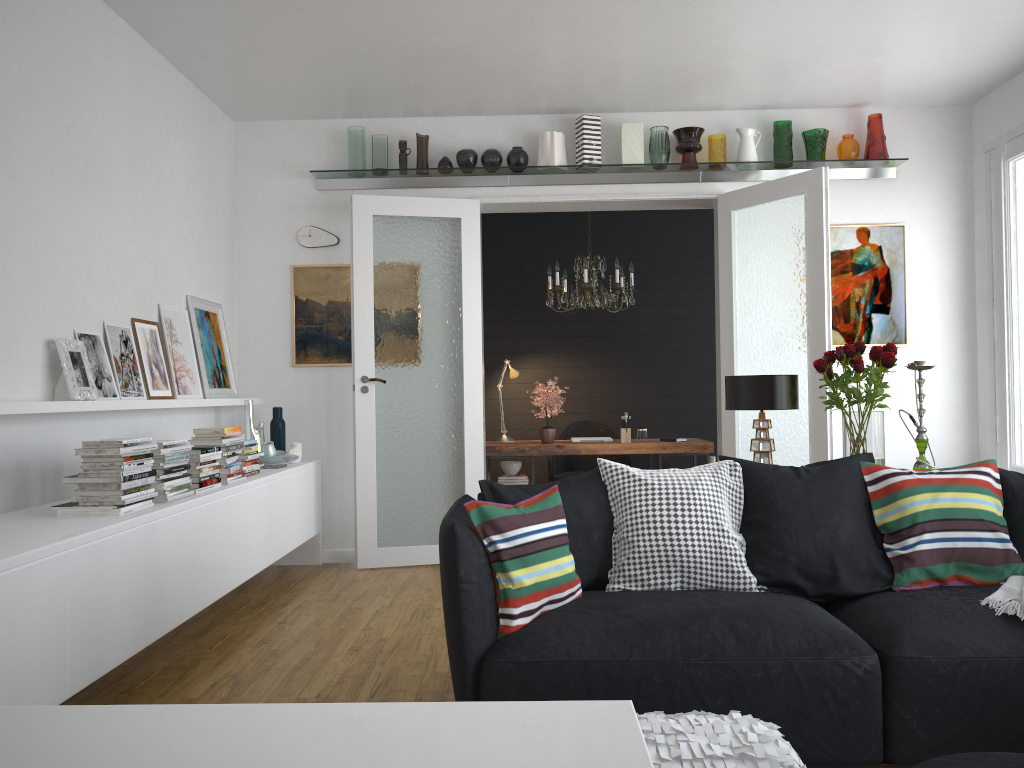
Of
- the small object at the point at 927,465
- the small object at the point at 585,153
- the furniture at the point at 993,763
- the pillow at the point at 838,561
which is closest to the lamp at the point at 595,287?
the small object at the point at 585,153

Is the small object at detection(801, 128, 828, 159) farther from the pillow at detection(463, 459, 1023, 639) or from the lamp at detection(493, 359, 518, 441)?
the pillow at detection(463, 459, 1023, 639)

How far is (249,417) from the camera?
5.7 meters

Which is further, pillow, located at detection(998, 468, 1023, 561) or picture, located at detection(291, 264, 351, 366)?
picture, located at detection(291, 264, 351, 366)

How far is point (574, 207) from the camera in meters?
6.3

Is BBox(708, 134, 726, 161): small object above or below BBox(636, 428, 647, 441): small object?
above

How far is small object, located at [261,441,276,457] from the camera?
5.4 meters

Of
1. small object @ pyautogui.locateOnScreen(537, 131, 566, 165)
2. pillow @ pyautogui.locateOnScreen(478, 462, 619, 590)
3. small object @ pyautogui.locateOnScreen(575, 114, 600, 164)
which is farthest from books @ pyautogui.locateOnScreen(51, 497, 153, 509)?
small object @ pyautogui.locateOnScreen(575, 114, 600, 164)

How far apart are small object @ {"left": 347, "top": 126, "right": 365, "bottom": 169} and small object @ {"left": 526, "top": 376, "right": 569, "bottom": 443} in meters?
2.2

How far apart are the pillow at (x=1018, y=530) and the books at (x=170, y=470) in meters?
3.3
